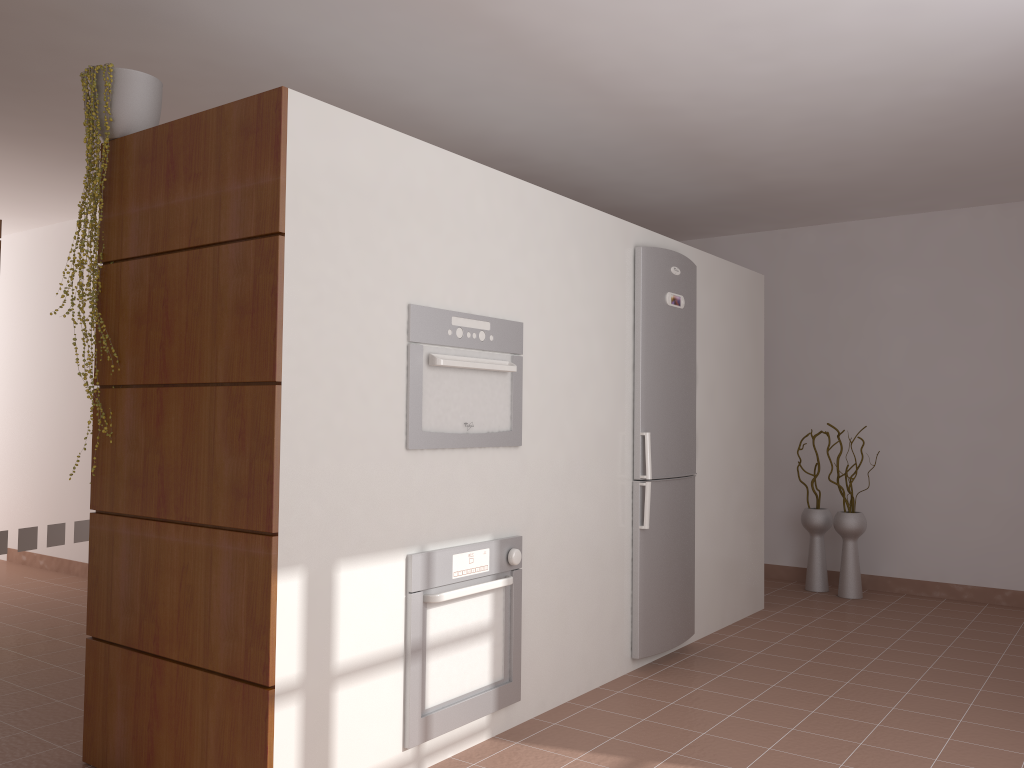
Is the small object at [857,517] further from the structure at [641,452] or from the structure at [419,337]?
the structure at [419,337]

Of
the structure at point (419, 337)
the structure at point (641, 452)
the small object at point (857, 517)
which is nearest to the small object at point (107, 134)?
the structure at point (419, 337)

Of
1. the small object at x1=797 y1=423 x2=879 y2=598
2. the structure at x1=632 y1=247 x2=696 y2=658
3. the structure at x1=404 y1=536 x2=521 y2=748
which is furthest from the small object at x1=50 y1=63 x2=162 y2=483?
the small object at x1=797 y1=423 x2=879 y2=598

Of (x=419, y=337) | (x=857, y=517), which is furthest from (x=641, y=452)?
(x=857, y=517)

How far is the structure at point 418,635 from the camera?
2.8m

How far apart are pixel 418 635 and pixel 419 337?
0.9m

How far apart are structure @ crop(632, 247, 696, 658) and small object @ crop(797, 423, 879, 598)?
1.76m

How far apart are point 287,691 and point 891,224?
5.12m

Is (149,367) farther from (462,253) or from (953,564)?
(953,564)

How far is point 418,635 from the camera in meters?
2.8 m
